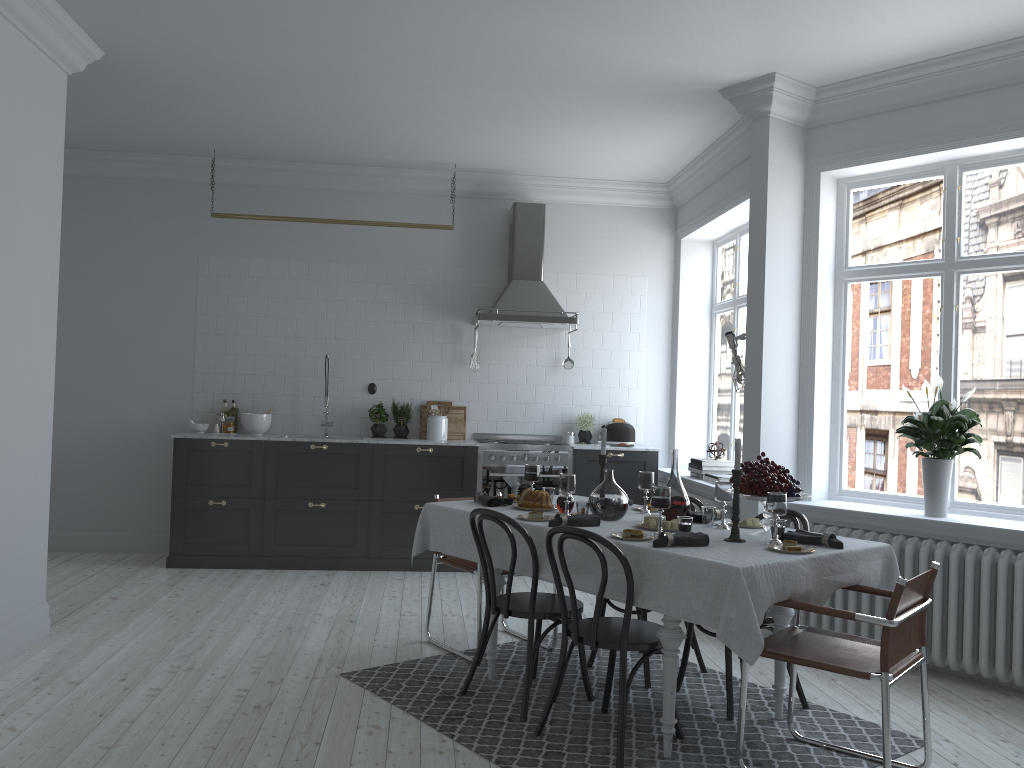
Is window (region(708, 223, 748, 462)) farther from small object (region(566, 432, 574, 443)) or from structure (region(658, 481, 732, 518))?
small object (region(566, 432, 574, 443))

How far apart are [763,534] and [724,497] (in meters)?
0.26

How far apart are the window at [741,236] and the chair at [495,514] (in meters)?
3.38

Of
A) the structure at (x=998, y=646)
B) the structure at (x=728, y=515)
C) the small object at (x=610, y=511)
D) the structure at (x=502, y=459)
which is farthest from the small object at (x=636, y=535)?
the structure at (x=502, y=459)

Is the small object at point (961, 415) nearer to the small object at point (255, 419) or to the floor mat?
the floor mat

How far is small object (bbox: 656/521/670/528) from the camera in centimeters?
395cm

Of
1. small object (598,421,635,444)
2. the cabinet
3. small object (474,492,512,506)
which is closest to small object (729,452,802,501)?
small object (474,492,512,506)

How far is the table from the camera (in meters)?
3.12

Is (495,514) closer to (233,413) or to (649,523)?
(649,523)

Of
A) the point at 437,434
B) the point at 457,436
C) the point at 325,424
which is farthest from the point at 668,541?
the point at 325,424
